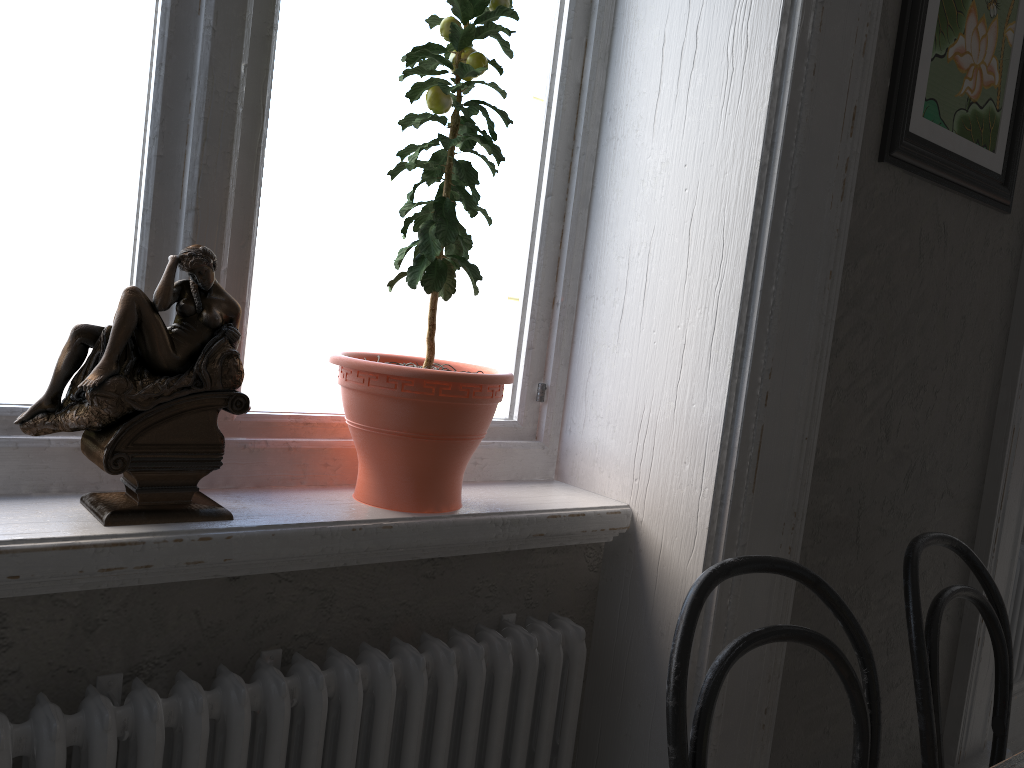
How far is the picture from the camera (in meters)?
1.50

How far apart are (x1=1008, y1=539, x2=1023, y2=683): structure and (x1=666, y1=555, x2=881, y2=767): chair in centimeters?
148cm

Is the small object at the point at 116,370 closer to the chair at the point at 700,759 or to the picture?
the chair at the point at 700,759

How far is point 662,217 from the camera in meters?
1.5

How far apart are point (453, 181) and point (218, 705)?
0.8 meters

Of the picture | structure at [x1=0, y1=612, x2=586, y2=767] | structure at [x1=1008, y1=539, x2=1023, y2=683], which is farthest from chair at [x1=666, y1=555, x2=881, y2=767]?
structure at [x1=1008, y1=539, x2=1023, y2=683]

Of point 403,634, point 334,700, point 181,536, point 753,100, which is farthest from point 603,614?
point 753,100

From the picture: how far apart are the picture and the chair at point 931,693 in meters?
0.6 m

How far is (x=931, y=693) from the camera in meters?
1.3 m

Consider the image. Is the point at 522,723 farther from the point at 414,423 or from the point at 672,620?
the point at 414,423
